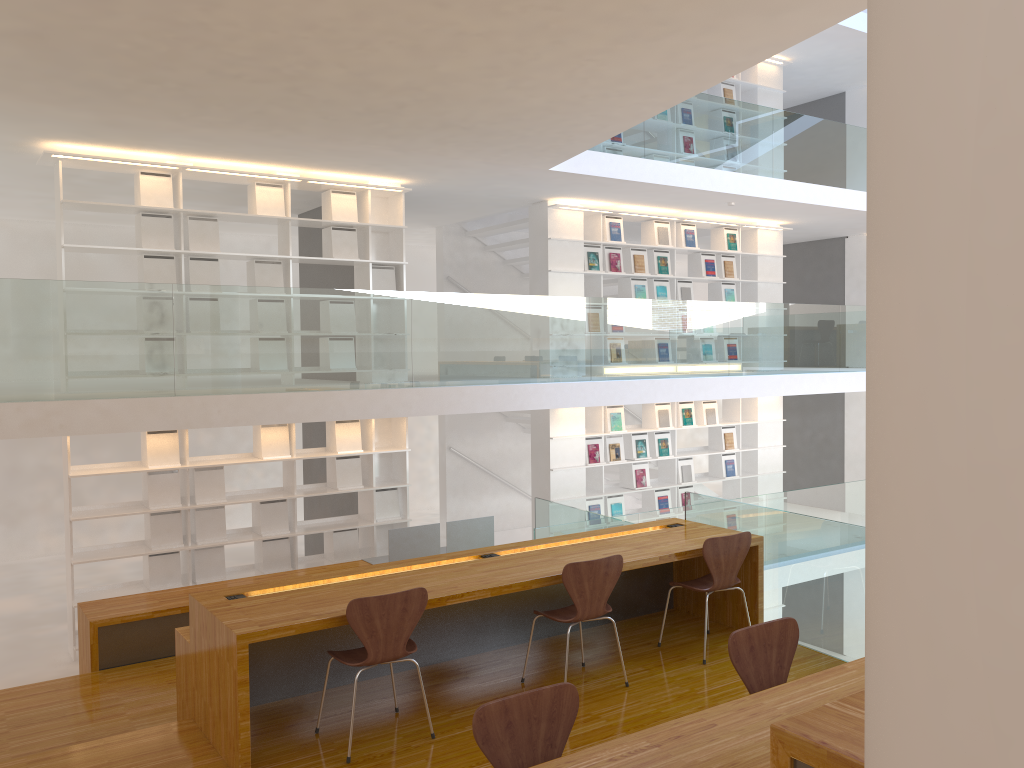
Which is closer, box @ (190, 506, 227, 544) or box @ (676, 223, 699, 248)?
box @ (190, 506, 227, 544)

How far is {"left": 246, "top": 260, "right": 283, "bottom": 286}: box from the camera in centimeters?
754cm

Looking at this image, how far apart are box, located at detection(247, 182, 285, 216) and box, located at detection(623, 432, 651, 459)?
4.5 meters

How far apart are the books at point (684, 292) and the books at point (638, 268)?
0.70m

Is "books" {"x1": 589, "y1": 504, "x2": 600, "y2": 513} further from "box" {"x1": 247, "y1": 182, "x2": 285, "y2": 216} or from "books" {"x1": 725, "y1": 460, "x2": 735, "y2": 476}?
"box" {"x1": 247, "y1": 182, "x2": 285, "y2": 216}

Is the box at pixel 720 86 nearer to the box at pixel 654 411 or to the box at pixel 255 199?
the box at pixel 654 411

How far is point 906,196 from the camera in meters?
1.0

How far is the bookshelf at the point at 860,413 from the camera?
12.3 meters

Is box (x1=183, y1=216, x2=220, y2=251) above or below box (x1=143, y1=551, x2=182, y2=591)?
above

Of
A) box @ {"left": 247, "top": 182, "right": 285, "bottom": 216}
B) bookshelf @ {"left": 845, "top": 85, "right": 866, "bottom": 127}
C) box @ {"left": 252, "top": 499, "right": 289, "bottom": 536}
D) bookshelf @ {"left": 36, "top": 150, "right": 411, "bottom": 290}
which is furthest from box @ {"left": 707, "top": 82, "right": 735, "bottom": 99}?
box @ {"left": 252, "top": 499, "right": 289, "bottom": 536}
